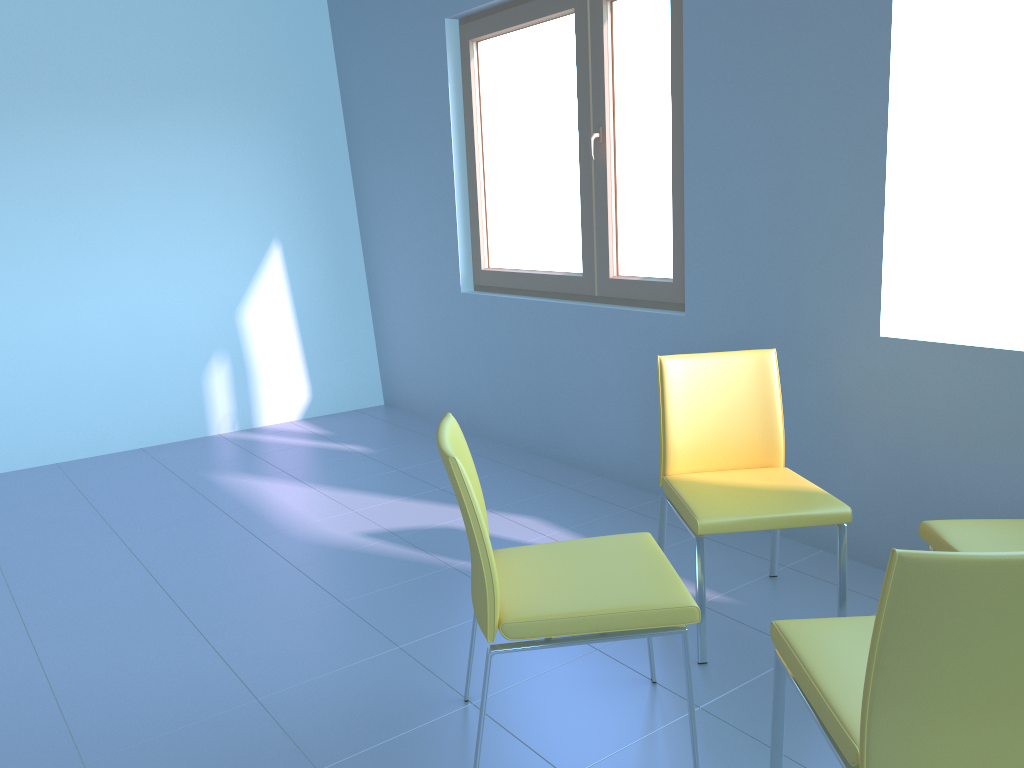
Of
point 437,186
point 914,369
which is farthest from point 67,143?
point 914,369

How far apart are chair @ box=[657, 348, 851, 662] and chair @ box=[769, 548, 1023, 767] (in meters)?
0.52

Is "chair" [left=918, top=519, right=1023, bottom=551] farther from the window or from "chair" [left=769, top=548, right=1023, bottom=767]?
the window

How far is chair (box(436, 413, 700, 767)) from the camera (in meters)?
1.67

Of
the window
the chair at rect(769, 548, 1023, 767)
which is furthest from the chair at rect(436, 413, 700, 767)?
the window

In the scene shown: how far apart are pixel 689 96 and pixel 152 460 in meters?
3.0 m

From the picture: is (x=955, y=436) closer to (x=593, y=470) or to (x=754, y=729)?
(x=754, y=729)

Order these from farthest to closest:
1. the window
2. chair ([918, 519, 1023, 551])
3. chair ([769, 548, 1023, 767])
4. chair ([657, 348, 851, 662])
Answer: the window, chair ([657, 348, 851, 662]), chair ([918, 519, 1023, 551]), chair ([769, 548, 1023, 767])

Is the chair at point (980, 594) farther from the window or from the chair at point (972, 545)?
the window

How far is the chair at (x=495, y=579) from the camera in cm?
167
